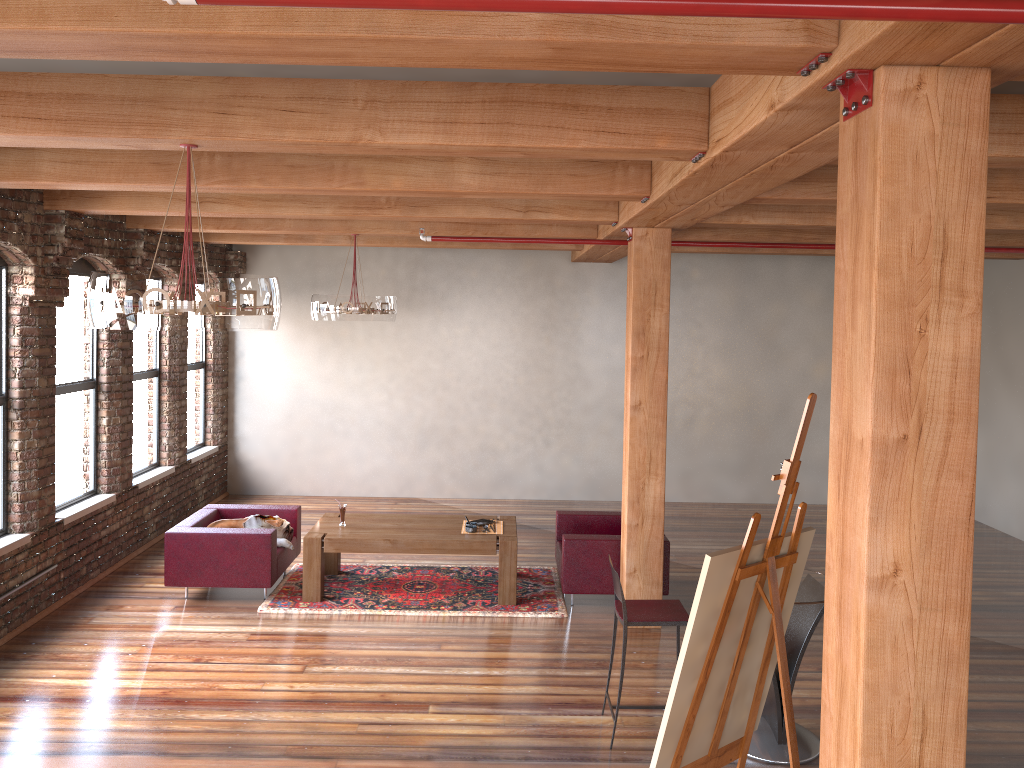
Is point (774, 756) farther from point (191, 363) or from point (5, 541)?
point (191, 363)

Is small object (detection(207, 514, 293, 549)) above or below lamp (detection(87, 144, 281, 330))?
below

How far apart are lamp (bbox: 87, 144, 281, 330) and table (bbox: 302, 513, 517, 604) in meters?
3.7 m

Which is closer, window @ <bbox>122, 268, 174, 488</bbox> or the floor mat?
the floor mat

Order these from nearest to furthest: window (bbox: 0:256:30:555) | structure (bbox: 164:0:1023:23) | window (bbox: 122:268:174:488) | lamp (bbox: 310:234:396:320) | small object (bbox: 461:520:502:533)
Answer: structure (bbox: 164:0:1023:23) → window (bbox: 0:256:30:555) → small object (bbox: 461:520:502:533) → lamp (bbox: 310:234:396:320) → window (bbox: 122:268:174:488)

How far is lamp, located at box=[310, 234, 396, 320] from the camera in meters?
7.9

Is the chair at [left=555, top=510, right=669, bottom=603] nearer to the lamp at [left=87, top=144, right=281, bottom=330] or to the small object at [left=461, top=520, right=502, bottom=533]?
the small object at [left=461, top=520, right=502, bottom=533]

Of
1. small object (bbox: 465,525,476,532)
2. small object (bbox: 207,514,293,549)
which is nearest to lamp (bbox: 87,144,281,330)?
→ small object (bbox: 465,525,476,532)

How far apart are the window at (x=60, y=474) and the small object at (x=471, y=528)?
A: 3.3 meters

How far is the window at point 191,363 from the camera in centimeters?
1057cm
